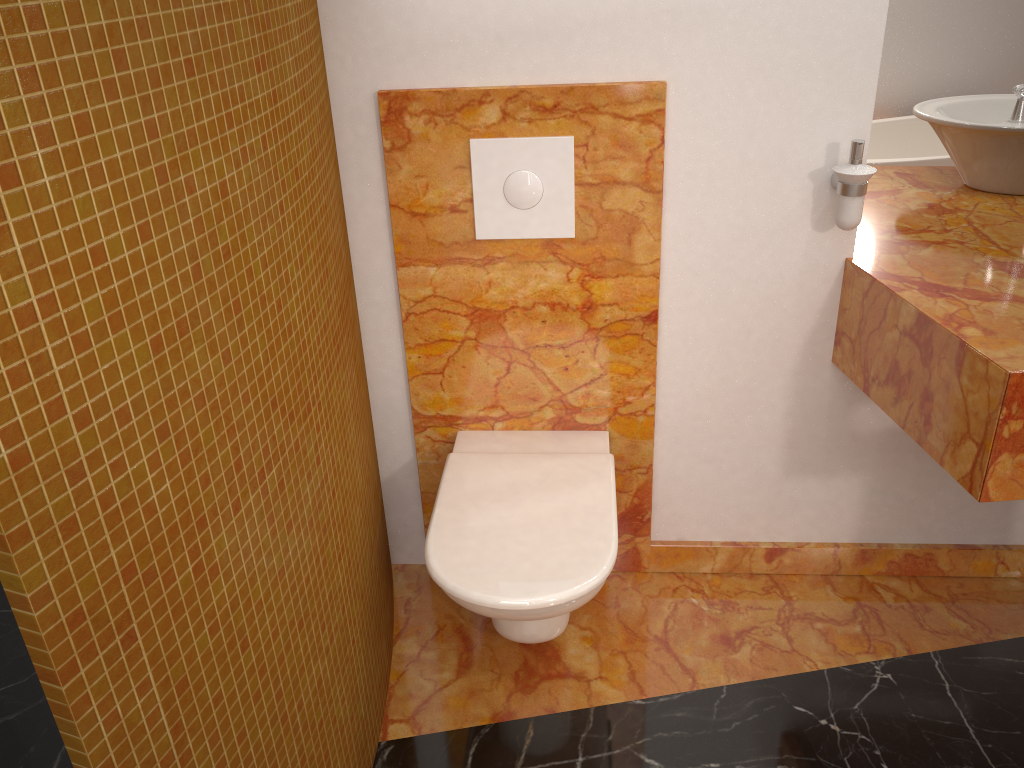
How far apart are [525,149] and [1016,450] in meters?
1.0 m

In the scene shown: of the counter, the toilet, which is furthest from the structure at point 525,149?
the counter

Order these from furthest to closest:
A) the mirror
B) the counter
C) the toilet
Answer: the mirror → the toilet → the counter

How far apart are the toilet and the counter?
0.5 meters

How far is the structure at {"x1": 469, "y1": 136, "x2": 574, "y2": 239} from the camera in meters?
1.7

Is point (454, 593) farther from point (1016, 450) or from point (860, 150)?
point (860, 150)

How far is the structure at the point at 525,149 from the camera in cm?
170

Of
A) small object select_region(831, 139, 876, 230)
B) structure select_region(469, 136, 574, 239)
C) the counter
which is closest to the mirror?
the counter

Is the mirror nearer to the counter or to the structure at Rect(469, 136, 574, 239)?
the counter

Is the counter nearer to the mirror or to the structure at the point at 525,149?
the mirror
